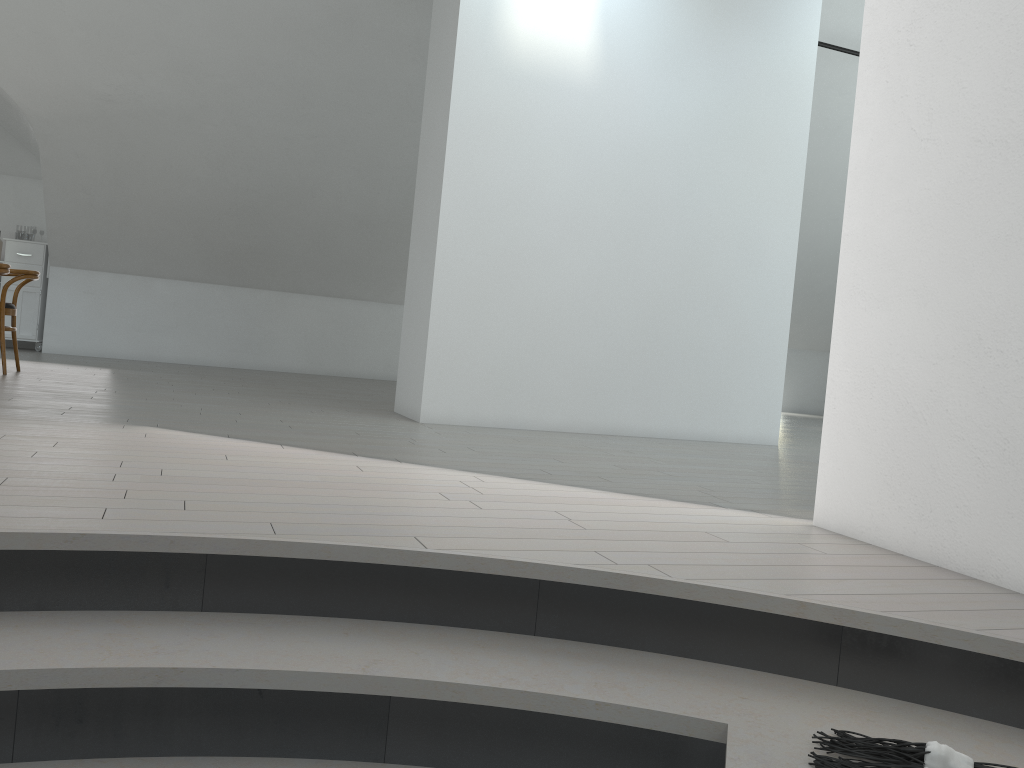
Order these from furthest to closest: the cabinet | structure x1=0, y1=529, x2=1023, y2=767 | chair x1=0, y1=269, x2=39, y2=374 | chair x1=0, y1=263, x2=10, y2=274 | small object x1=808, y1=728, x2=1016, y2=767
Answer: the cabinet
chair x1=0, y1=269, x2=39, y2=374
chair x1=0, y1=263, x2=10, y2=274
structure x1=0, y1=529, x2=1023, y2=767
small object x1=808, y1=728, x2=1016, y2=767

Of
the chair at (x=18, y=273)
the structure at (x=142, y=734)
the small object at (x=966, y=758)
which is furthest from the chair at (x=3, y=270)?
the small object at (x=966, y=758)

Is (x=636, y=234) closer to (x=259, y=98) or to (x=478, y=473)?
(x=478, y=473)

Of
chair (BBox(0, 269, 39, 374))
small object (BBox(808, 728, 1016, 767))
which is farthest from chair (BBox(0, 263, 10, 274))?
small object (BBox(808, 728, 1016, 767))

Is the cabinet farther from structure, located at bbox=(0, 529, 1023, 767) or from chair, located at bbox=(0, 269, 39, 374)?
structure, located at bbox=(0, 529, 1023, 767)

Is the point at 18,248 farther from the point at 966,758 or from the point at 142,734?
the point at 966,758

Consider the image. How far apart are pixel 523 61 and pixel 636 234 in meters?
1.3 m

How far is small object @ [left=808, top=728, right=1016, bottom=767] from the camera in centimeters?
155cm

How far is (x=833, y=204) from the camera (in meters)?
10.01

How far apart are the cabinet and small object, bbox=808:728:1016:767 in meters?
→ 9.6
